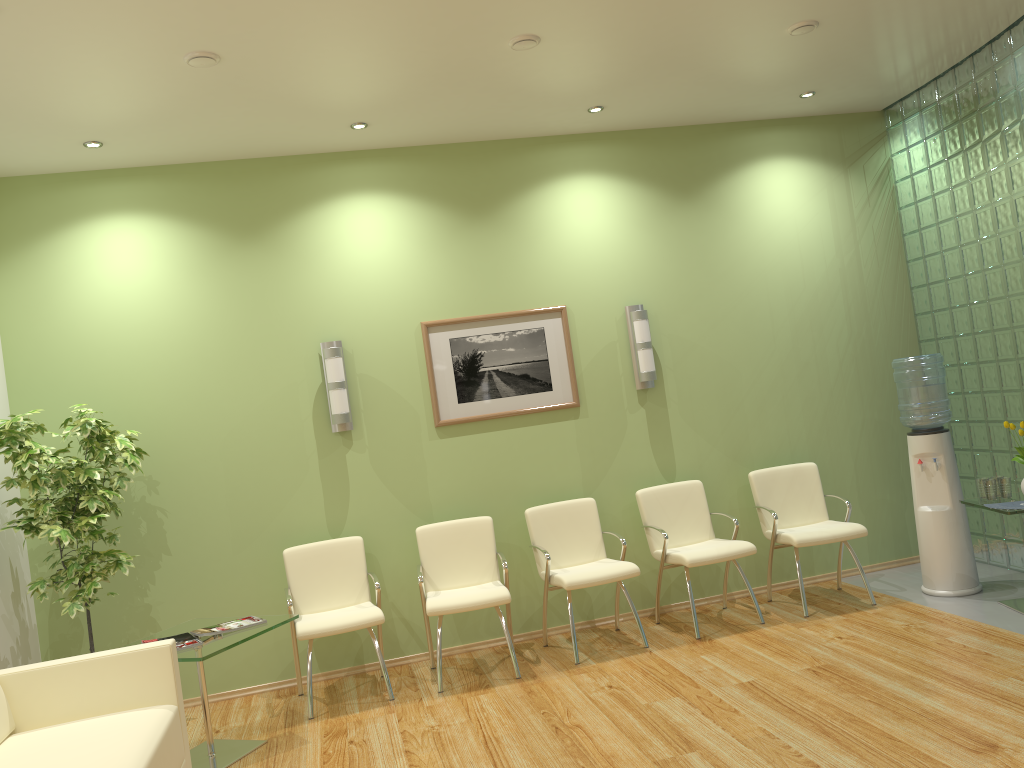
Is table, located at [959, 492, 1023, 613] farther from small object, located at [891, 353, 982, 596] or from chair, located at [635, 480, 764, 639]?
chair, located at [635, 480, 764, 639]

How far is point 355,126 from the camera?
5.3m

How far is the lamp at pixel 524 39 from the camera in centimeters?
439cm

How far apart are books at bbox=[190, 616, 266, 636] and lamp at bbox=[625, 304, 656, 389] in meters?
2.9 m

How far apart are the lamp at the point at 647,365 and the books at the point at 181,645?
3.21m

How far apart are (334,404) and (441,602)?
1.4 meters

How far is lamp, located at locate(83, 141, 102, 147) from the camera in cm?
500

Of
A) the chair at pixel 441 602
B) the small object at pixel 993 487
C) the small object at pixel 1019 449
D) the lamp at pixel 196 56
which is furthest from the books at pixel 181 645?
the small object at pixel 1019 449

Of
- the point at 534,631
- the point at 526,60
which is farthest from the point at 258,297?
the point at 534,631

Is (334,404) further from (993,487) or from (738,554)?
(993,487)
